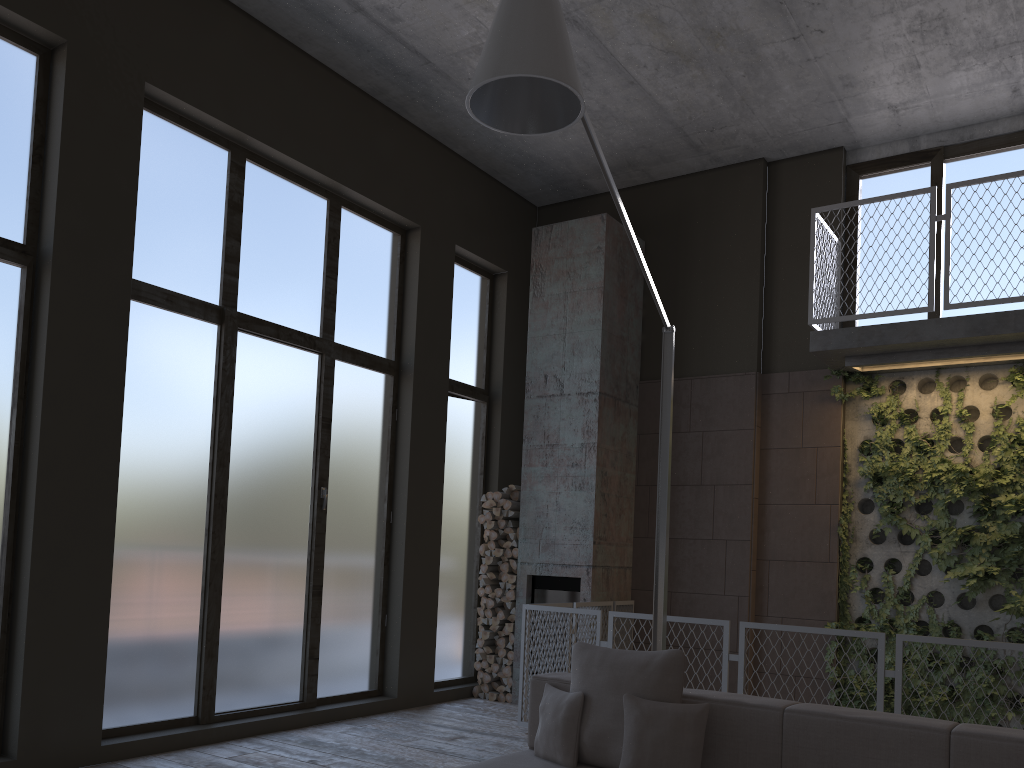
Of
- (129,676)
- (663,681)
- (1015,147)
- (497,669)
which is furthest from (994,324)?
(129,676)

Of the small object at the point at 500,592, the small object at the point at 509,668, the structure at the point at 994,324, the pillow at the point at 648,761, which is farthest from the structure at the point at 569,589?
the pillow at the point at 648,761

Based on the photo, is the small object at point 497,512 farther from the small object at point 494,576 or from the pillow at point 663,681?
the pillow at point 663,681

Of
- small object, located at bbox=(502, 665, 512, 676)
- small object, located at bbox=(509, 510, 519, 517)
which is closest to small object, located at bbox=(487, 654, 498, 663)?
small object, located at bbox=(502, 665, 512, 676)

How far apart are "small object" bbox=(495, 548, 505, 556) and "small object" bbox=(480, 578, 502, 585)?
0.3 meters

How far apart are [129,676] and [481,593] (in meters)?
3.49

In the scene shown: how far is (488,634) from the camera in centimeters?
809cm

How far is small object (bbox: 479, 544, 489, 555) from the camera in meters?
8.4

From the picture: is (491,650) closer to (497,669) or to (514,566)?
(497,669)

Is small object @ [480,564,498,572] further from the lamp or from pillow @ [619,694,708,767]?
pillow @ [619,694,708,767]
